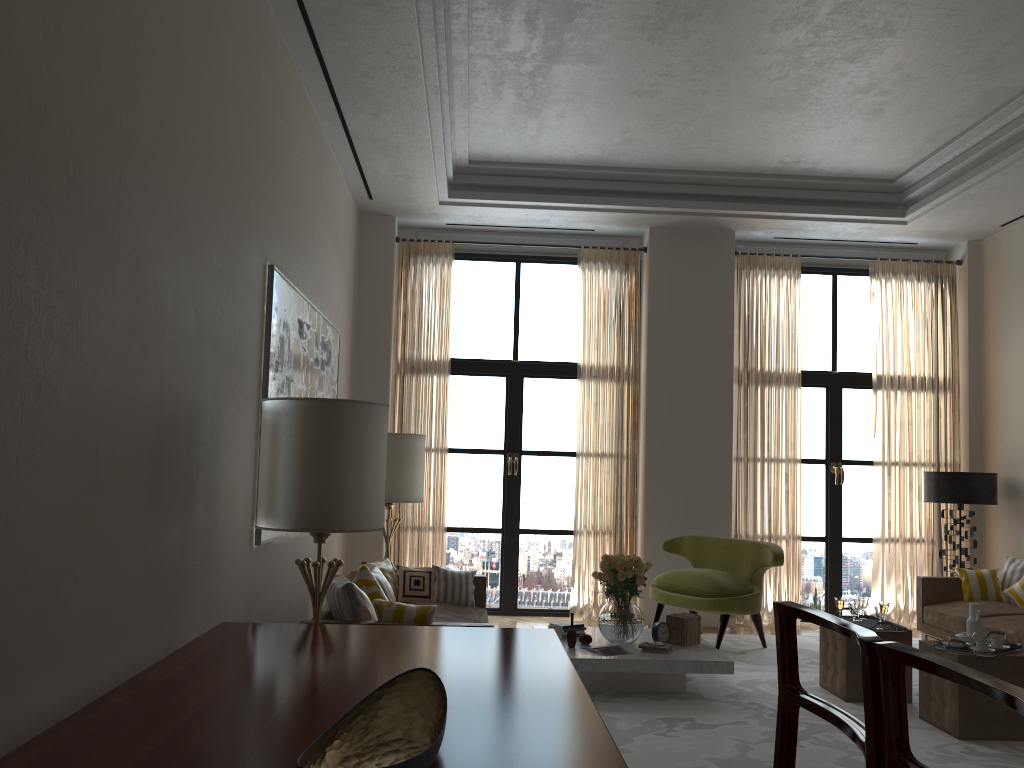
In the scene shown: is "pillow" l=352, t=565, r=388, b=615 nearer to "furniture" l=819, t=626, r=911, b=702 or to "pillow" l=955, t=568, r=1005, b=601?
"furniture" l=819, t=626, r=911, b=702

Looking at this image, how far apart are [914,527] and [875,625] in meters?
4.5 m

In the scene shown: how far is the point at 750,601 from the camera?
9.3m

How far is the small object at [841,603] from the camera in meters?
8.0 m

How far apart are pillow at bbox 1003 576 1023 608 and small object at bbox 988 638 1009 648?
3.11m

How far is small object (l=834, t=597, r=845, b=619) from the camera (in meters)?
7.97

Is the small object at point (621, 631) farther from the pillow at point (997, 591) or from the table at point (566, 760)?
the pillow at point (997, 591)

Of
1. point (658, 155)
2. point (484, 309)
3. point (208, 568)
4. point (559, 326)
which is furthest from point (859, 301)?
point (208, 568)

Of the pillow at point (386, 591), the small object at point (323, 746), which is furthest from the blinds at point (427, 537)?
the small object at point (323, 746)

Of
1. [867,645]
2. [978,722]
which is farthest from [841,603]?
[867,645]
